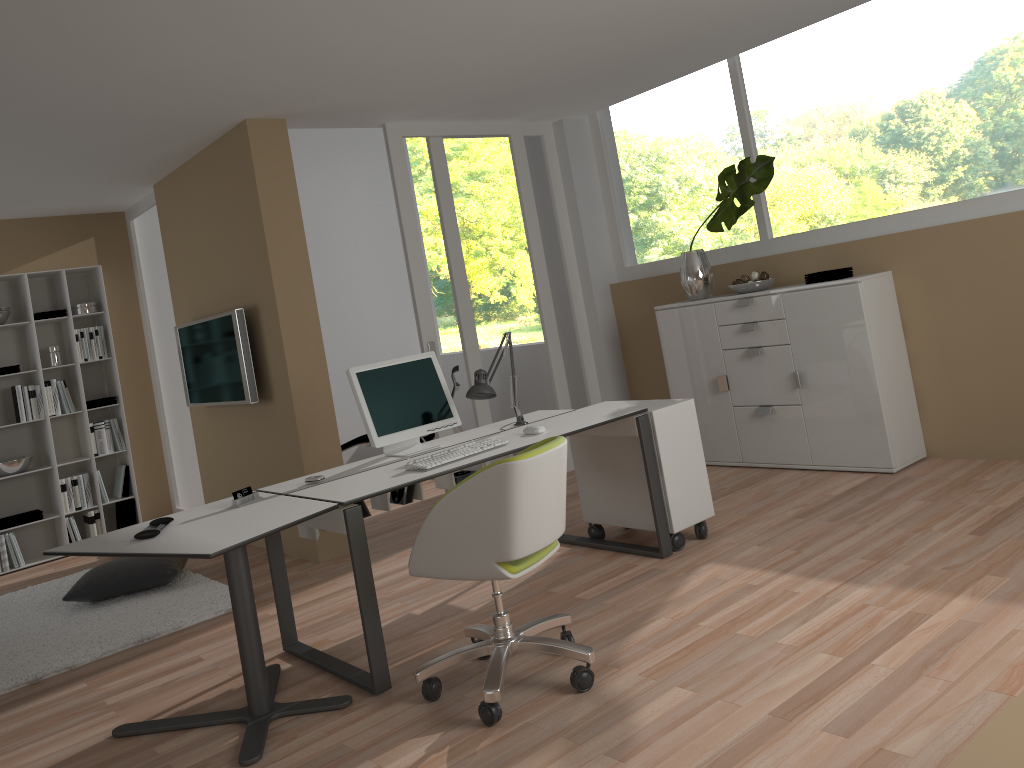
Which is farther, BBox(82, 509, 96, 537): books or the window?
BBox(82, 509, 96, 537): books

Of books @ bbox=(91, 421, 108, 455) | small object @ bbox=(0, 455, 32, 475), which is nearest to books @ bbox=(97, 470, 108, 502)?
books @ bbox=(91, 421, 108, 455)

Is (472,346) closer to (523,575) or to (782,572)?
(523,575)

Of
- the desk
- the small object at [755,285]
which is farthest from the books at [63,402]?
the small object at [755,285]

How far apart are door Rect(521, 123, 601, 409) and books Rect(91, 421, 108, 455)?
3.68m

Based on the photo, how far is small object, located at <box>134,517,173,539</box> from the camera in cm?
315

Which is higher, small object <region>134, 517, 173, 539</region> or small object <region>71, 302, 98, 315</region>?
small object <region>71, 302, 98, 315</region>

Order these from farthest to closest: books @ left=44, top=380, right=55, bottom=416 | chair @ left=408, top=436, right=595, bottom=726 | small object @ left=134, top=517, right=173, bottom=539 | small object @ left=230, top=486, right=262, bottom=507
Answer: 1. books @ left=44, top=380, right=55, bottom=416
2. small object @ left=230, top=486, right=262, bottom=507
3. small object @ left=134, top=517, right=173, bottom=539
4. chair @ left=408, top=436, right=595, bottom=726

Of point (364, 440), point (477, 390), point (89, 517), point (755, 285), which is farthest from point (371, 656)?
point (89, 517)

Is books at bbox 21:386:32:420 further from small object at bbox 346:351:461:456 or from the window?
the window
